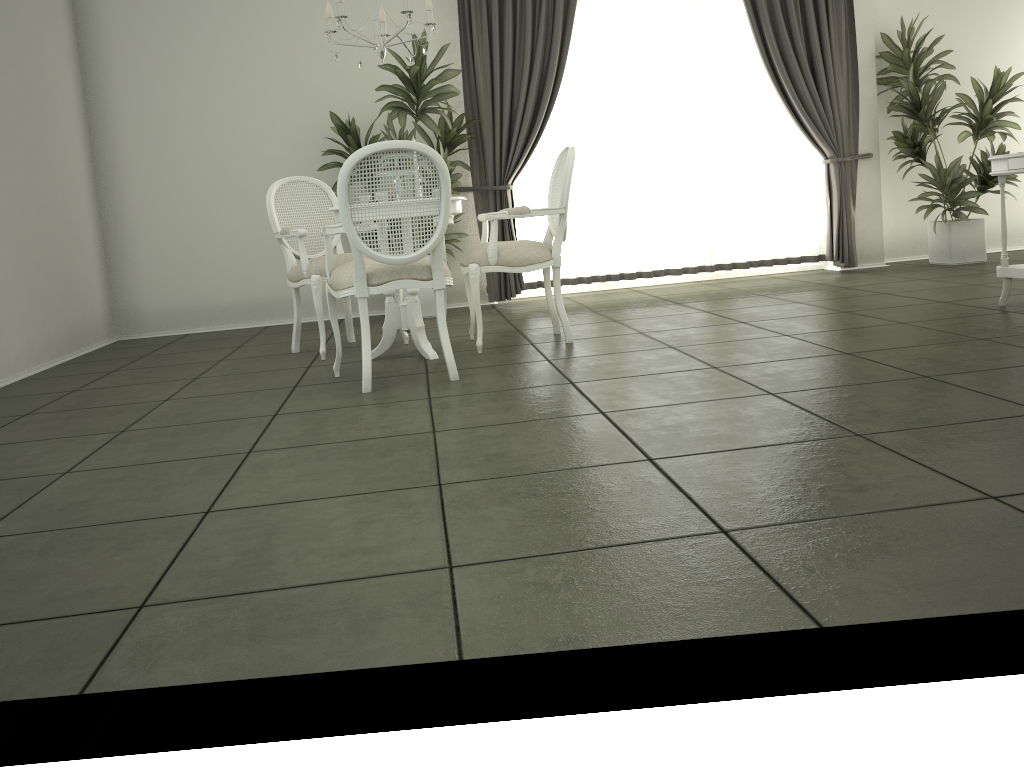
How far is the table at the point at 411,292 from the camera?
4.6 meters

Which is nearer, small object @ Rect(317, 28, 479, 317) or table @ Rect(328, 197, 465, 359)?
table @ Rect(328, 197, 465, 359)

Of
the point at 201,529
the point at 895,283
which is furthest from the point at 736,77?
the point at 201,529

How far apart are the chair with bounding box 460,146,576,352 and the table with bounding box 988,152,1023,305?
2.2m

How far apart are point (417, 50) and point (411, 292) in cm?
228

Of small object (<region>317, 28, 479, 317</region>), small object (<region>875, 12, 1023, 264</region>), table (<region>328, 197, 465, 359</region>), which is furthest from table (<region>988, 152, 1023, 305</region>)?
small object (<region>317, 28, 479, 317</region>)

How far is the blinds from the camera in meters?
6.7

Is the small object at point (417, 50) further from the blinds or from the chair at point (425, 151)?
the chair at point (425, 151)

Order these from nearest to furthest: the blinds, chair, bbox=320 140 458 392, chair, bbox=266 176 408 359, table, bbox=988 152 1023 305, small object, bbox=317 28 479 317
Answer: chair, bbox=320 140 458 392 → table, bbox=988 152 1023 305 → chair, bbox=266 176 408 359 → small object, bbox=317 28 479 317 → the blinds

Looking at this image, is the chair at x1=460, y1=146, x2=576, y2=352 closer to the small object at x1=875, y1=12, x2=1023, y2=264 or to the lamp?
the lamp
